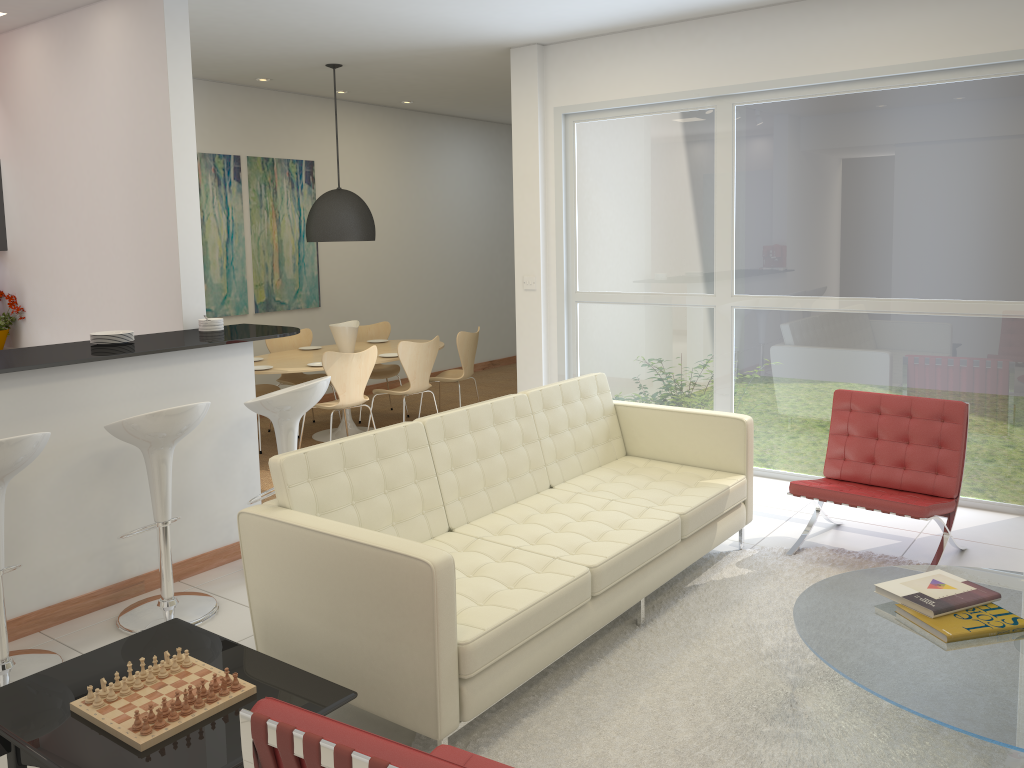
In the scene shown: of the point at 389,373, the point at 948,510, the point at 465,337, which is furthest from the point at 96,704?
the point at 389,373

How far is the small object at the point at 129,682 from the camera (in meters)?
2.62

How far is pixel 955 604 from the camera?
3.0 meters

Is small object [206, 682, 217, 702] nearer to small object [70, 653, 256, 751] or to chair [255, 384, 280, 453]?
small object [70, 653, 256, 751]

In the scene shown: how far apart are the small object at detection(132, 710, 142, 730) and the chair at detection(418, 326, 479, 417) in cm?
554

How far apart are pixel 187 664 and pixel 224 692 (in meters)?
0.24

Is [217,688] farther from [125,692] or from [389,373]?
[389,373]

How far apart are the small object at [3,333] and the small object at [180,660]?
4.5 meters

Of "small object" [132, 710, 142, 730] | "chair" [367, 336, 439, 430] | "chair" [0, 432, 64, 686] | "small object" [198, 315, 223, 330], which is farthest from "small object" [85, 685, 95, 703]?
"chair" [367, 336, 439, 430]

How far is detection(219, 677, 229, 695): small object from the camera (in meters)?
2.56
